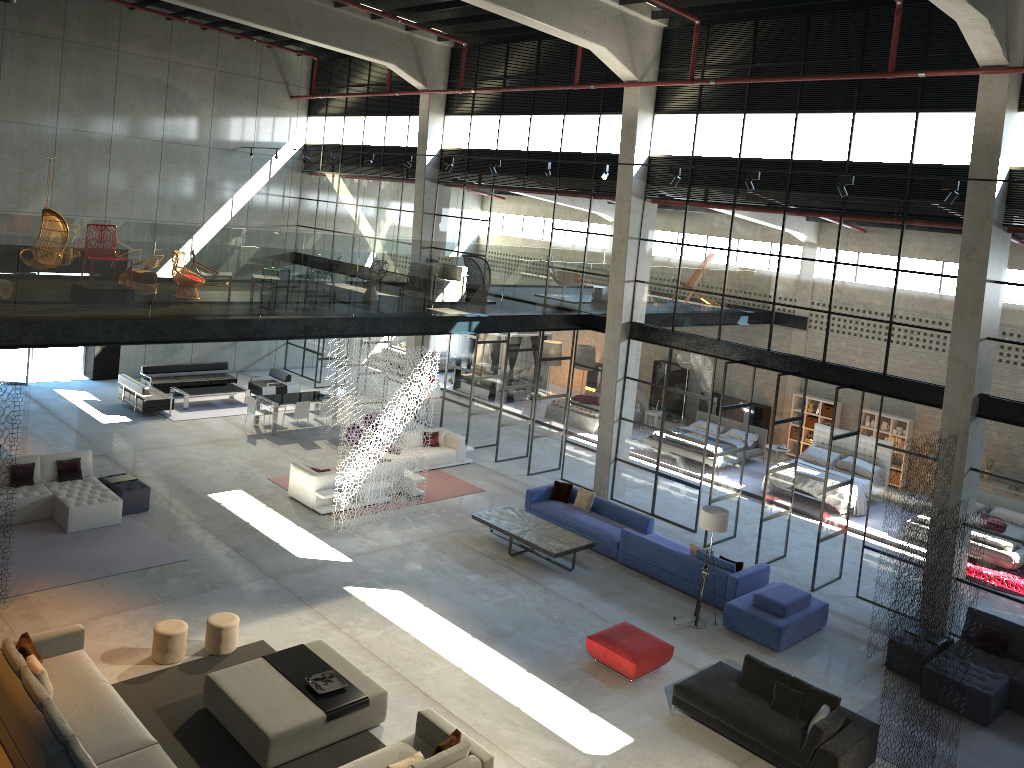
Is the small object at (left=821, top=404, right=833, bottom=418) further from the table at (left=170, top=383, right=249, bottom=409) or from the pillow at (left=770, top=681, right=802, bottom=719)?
the table at (left=170, top=383, right=249, bottom=409)

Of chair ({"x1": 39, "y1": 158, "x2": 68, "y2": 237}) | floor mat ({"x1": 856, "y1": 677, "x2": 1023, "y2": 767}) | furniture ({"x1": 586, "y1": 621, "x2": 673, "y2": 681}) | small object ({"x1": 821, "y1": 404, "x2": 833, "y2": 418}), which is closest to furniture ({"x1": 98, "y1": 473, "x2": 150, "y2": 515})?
chair ({"x1": 39, "y1": 158, "x2": 68, "y2": 237})

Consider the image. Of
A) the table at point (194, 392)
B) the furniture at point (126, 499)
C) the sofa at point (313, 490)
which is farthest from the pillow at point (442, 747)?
the table at point (194, 392)

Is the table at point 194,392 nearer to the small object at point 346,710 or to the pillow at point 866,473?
the small object at point 346,710

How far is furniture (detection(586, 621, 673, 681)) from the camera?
11.9 meters

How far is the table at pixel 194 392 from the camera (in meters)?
22.87

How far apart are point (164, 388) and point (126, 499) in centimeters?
859cm

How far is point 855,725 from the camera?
10.4 meters

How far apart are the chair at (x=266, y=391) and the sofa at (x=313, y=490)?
5.7 meters

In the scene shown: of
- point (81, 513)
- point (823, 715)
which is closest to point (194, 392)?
point (81, 513)
